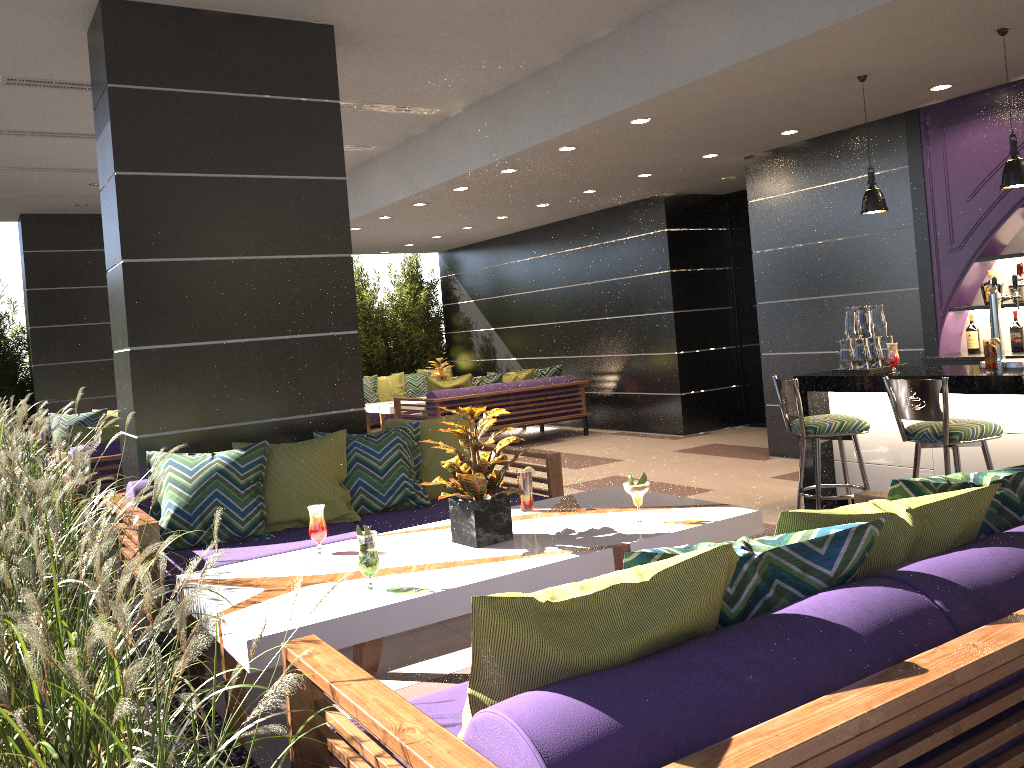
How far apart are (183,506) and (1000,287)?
5.6 meters

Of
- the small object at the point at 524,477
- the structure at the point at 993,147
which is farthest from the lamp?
the small object at the point at 524,477

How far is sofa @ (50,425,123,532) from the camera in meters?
6.6 m

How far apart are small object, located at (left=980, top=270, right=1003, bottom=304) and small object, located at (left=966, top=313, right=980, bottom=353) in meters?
0.3

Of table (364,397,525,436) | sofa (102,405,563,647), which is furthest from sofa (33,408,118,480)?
sofa (102,405,563,647)

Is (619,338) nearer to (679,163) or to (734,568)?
(679,163)

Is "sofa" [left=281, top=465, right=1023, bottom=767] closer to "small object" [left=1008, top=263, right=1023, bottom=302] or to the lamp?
the lamp

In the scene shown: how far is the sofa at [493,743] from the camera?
1.41m

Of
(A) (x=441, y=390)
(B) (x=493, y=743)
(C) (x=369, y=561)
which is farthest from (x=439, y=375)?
(B) (x=493, y=743)

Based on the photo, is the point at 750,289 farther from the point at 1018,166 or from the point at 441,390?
the point at 1018,166
